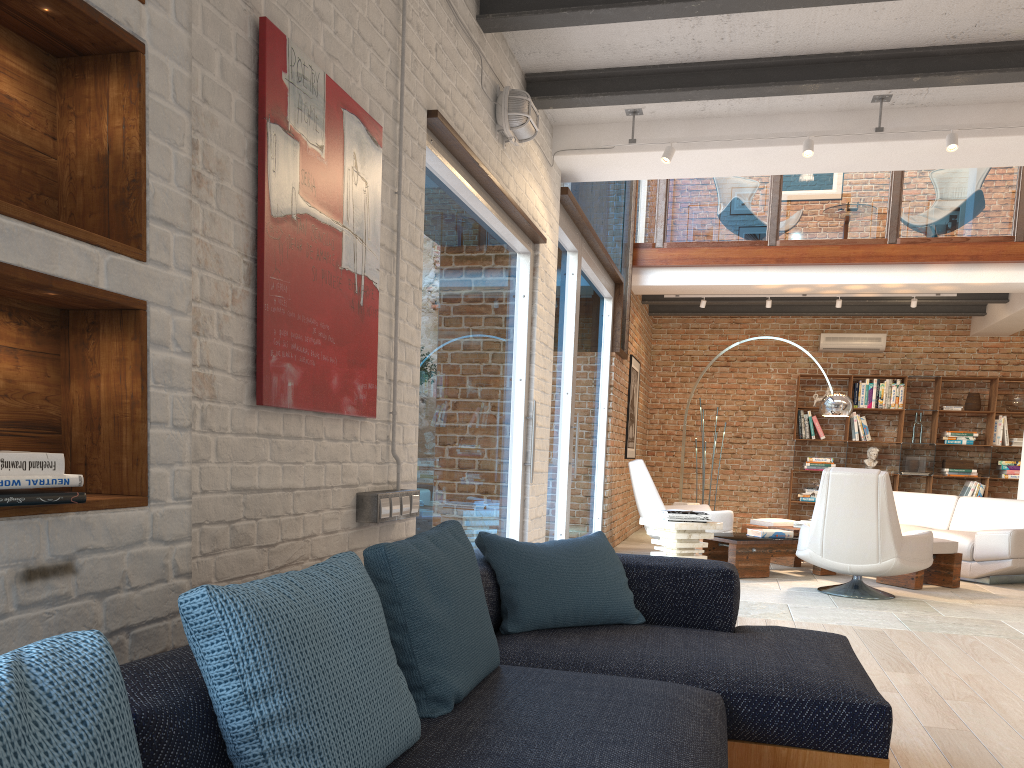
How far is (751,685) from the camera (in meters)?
2.36

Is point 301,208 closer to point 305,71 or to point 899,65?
point 305,71

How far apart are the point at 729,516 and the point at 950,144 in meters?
4.3 m

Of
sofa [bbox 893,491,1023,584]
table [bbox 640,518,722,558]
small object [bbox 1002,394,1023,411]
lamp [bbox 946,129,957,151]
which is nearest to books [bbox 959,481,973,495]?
small object [bbox 1002,394,1023,411]

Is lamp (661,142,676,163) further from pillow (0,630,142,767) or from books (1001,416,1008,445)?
books (1001,416,1008,445)

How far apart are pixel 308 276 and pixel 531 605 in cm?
125

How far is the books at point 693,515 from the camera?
7.1 meters

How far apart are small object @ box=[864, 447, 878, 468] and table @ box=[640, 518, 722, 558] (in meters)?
5.27

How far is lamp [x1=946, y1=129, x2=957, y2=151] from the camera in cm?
495

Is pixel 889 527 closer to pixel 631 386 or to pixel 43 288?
pixel 631 386
